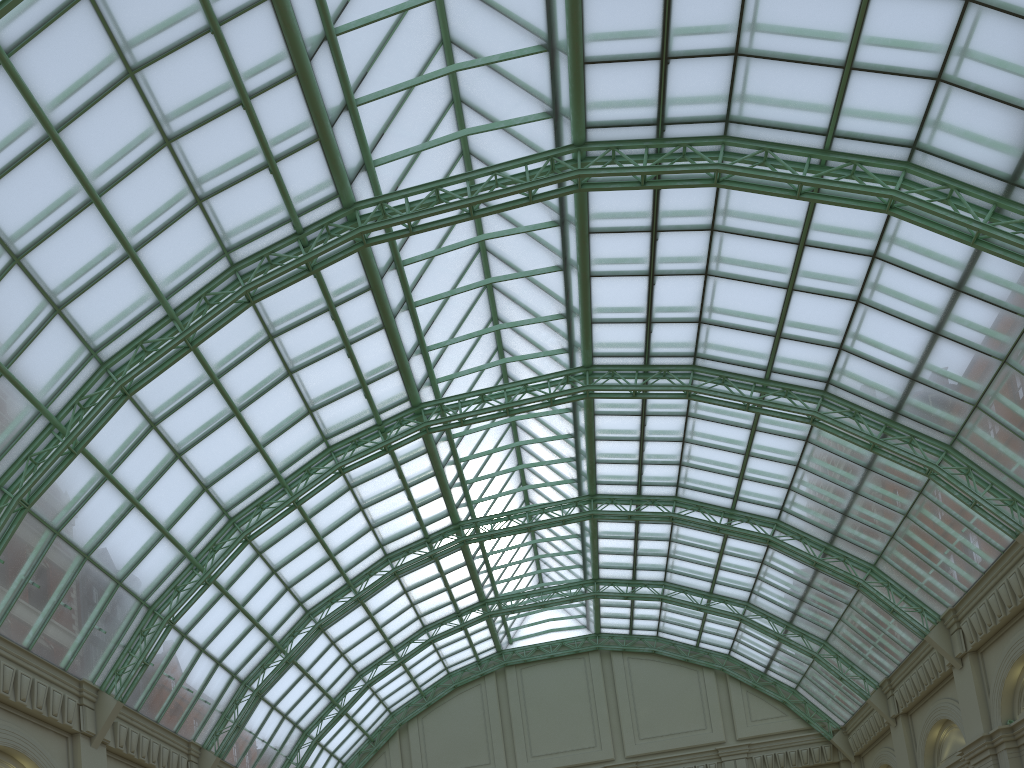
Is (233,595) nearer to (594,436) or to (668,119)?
(594,436)

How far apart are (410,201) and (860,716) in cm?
3845
